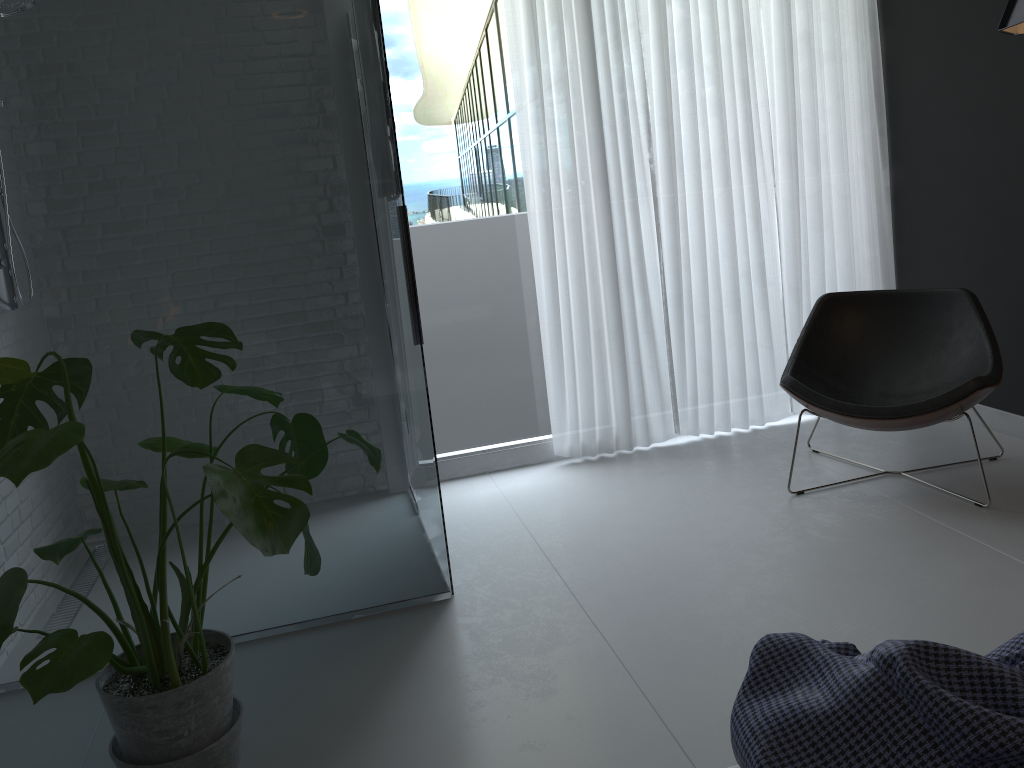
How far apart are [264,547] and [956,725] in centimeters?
120cm

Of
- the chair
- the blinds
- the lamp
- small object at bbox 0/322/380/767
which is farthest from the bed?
the blinds

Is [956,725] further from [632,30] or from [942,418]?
[632,30]

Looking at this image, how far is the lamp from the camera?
2.4m

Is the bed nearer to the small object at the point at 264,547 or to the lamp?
the small object at the point at 264,547

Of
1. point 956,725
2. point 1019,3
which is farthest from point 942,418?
point 956,725

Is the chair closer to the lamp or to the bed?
the lamp

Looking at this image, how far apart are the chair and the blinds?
0.4m

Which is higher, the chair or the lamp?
the lamp

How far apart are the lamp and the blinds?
1.5 meters
